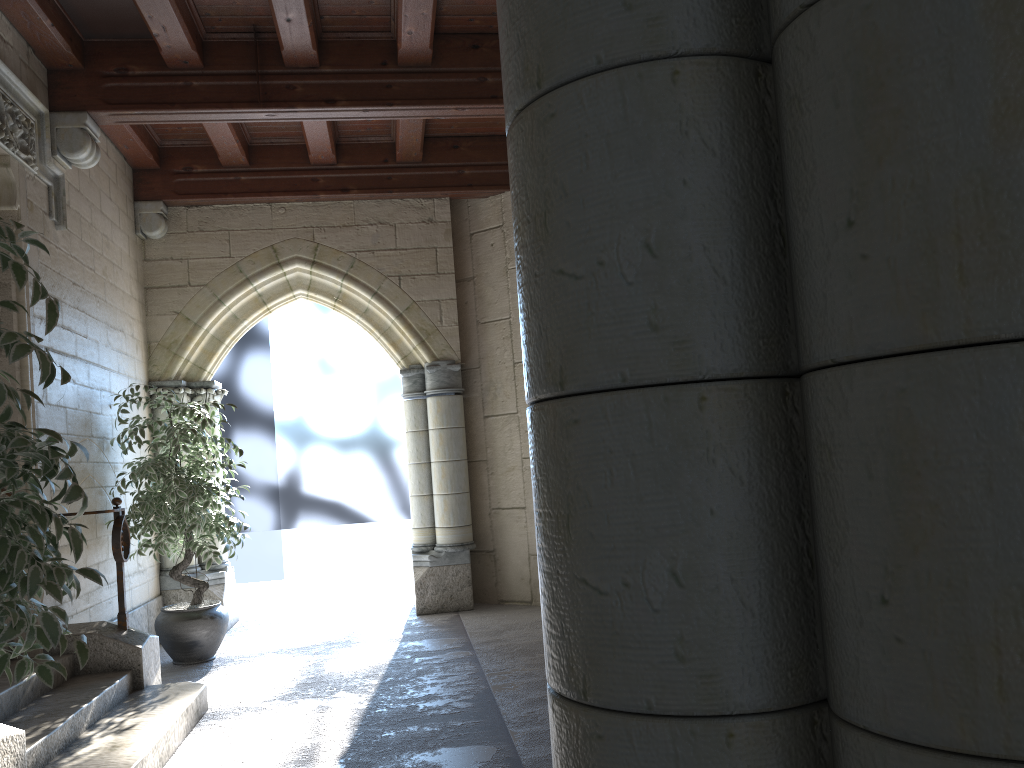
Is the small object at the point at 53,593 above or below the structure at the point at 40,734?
above

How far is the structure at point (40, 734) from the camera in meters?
3.0 m

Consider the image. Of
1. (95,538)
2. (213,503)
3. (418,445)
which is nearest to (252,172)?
(418,445)

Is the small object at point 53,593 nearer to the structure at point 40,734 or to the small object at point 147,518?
the structure at point 40,734

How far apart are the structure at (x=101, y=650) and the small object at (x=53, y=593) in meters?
1.9

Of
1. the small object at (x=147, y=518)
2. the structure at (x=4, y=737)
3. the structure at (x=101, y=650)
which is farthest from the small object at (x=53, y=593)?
the small object at (x=147, y=518)

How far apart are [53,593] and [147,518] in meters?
3.2

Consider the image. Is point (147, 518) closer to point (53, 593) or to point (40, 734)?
point (40, 734)

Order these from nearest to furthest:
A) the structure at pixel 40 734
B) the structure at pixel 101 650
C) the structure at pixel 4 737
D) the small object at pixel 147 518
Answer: the structure at pixel 4 737 → the structure at pixel 40 734 → the structure at pixel 101 650 → the small object at pixel 147 518

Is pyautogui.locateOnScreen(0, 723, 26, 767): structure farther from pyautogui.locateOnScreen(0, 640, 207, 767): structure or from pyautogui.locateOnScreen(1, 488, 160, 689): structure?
pyautogui.locateOnScreen(1, 488, 160, 689): structure
